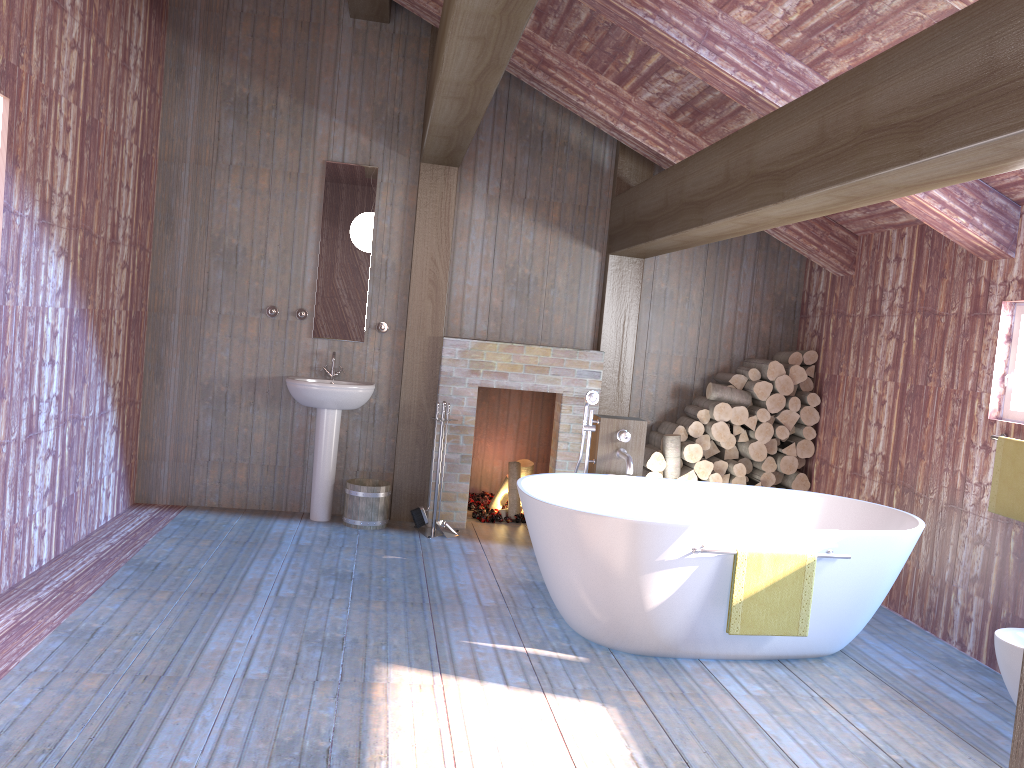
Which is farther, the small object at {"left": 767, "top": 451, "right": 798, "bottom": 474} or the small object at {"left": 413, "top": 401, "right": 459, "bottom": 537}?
the small object at {"left": 767, "top": 451, "right": 798, "bottom": 474}

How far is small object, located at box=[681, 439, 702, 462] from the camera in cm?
599

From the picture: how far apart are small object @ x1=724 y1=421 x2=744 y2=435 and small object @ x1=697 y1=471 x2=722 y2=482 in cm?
34

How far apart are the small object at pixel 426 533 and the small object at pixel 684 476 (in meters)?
1.67

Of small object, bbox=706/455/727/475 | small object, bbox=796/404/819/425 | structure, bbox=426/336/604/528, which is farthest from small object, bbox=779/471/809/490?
structure, bbox=426/336/604/528

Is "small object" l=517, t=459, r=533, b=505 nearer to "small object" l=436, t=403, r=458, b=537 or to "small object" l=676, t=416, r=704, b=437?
"small object" l=436, t=403, r=458, b=537

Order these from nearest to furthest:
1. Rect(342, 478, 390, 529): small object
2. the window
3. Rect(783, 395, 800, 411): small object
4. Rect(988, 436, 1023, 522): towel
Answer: Rect(988, 436, 1023, 522): towel → the window → Rect(342, 478, 390, 529): small object → Rect(783, 395, 800, 411): small object

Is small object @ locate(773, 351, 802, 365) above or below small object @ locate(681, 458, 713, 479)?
above

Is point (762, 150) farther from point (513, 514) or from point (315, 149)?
point (513, 514)

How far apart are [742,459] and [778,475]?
0.3m
